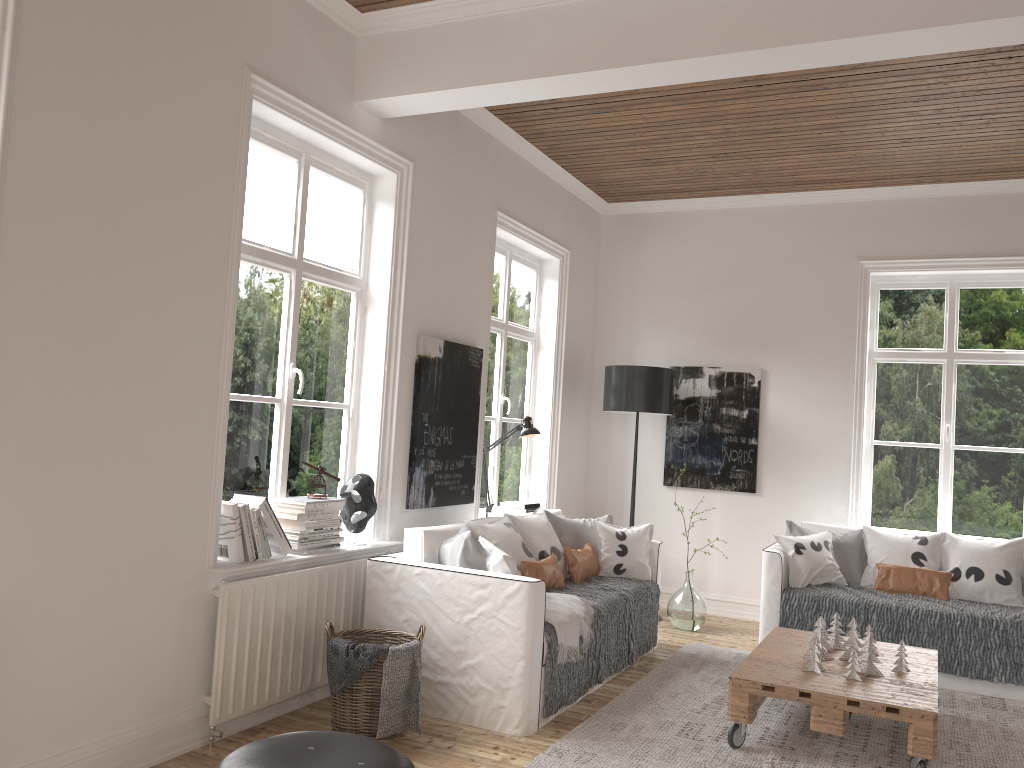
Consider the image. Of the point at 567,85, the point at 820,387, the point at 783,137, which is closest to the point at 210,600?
the point at 567,85

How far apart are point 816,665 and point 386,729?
1.8 meters

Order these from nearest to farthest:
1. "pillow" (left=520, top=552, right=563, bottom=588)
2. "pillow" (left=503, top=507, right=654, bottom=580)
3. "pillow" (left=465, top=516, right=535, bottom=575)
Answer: "pillow" (left=465, top=516, right=535, bottom=575), "pillow" (left=520, top=552, right=563, bottom=588), "pillow" (left=503, top=507, right=654, bottom=580)

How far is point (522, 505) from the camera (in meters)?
5.83

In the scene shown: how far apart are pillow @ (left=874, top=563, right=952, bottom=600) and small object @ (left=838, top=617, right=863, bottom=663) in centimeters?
129cm

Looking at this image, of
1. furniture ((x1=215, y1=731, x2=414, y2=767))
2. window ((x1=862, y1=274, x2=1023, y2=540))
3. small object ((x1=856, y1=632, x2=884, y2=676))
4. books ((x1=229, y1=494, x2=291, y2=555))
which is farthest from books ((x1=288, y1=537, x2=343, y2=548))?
window ((x1=862, y1=274, x2=1023, y2=540))

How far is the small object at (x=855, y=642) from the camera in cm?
406

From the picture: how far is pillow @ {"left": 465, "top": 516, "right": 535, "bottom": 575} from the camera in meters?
3.9

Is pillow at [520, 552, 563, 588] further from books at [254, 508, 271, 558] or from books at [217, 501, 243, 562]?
books at [217, 501, 243, 562]

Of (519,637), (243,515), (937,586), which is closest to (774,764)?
(519,637)
